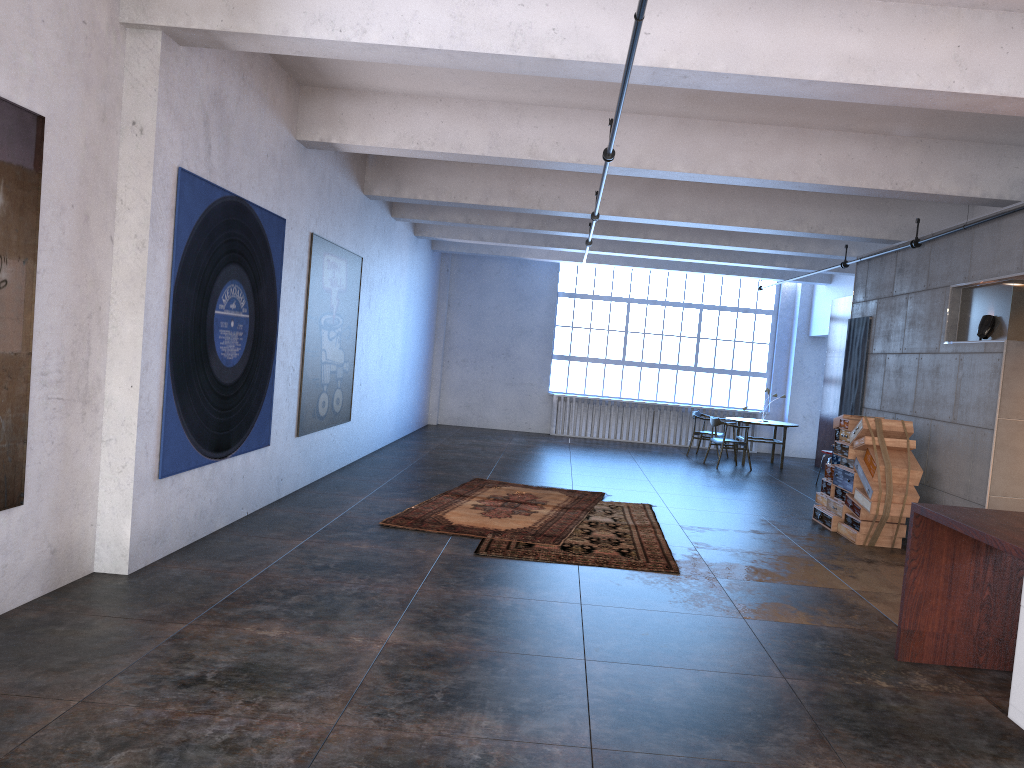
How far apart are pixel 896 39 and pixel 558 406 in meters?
13.4 m

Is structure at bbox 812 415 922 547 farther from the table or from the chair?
the table

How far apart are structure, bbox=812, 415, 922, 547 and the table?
5.1m

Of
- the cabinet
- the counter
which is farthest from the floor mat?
the cabinet

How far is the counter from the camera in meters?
4.8 m

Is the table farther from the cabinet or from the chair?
the cabinet

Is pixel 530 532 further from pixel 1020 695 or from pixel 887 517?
pixel 1020 695

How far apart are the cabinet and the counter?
0.4m

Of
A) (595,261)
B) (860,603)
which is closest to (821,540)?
(860,603)

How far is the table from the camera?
15.4m
